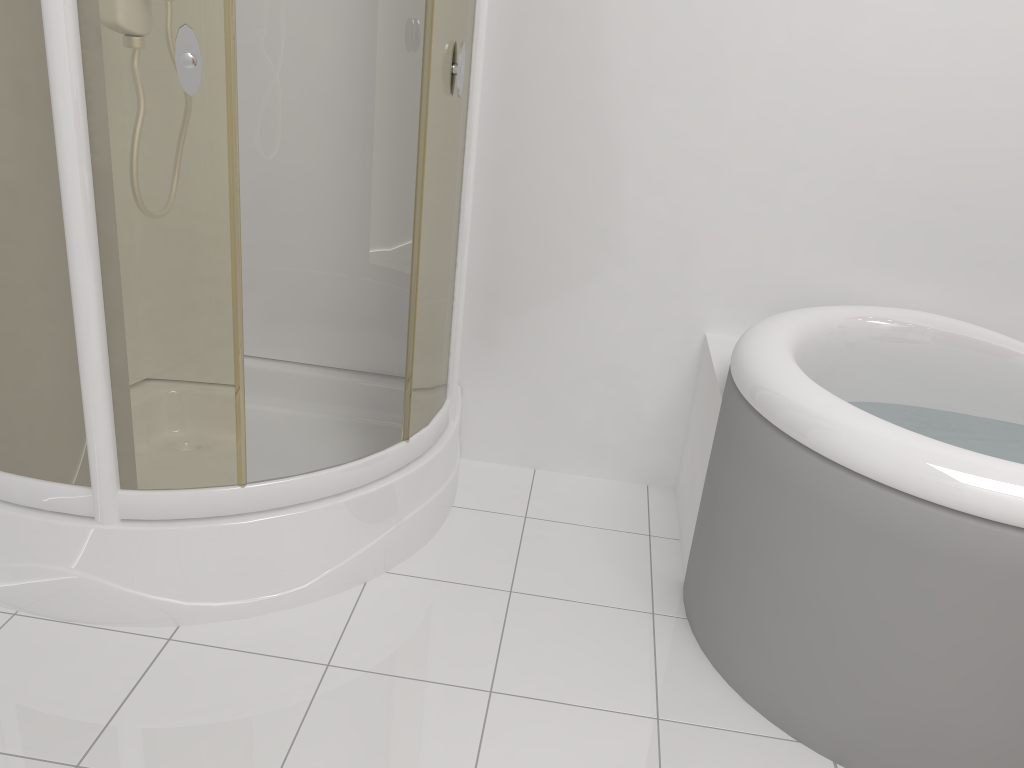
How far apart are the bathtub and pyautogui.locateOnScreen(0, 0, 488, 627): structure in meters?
0.6

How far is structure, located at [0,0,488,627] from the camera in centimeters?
148cm

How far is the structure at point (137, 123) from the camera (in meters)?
1.48

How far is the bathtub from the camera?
1.5 meters

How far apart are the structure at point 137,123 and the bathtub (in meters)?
0.62
